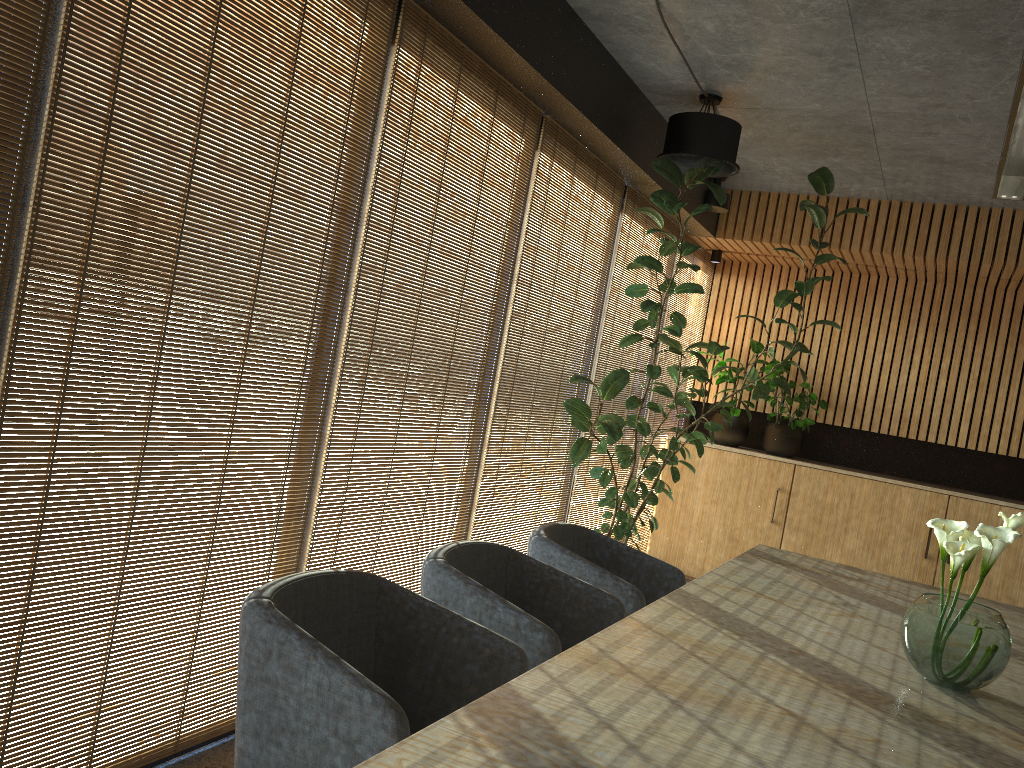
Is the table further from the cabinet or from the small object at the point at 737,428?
the small object at the point at 737,428

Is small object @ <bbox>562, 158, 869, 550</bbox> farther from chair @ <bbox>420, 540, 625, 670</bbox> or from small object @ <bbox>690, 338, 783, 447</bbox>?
chair @ <bbox>420, 540, 625, 670</bbox>

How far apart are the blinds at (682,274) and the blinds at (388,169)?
3.1m

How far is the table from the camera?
1.73m

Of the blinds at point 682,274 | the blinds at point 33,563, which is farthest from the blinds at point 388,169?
the blinds at point 682,274

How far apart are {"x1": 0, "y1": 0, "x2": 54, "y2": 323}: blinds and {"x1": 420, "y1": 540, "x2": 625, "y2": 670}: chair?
1.57m

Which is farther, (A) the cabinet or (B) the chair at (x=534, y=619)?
(A) the cabinet

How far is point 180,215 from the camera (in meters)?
2.83

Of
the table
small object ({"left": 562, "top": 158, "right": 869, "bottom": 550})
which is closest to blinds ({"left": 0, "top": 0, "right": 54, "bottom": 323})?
the table

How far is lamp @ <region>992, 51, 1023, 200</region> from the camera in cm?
331
